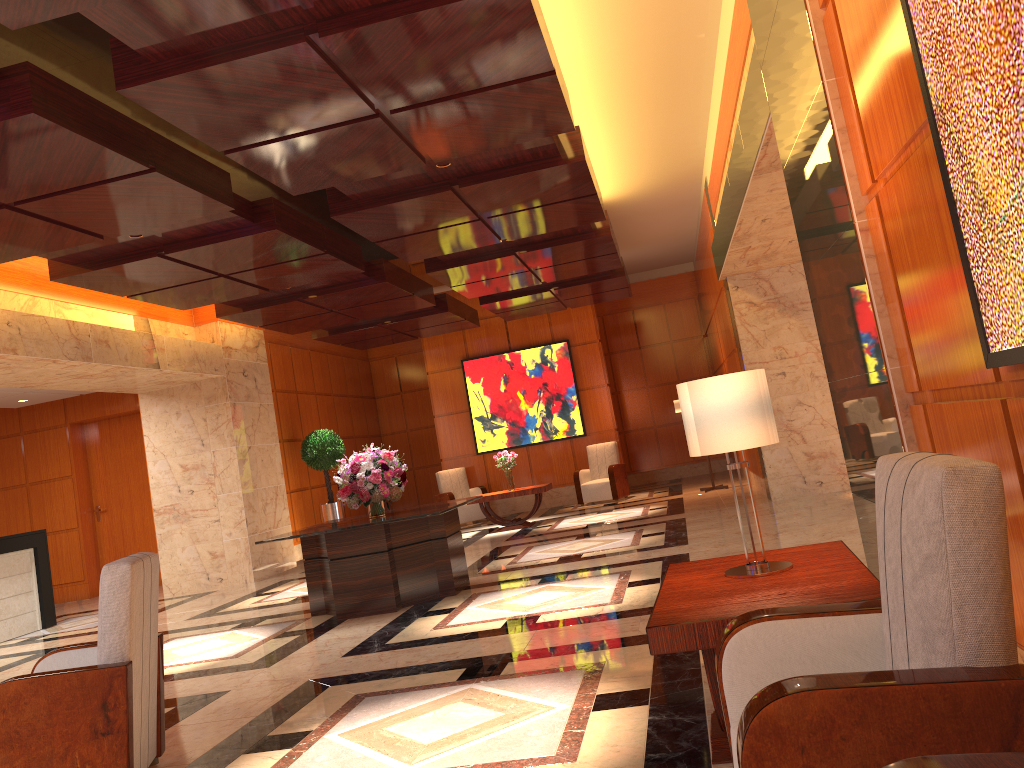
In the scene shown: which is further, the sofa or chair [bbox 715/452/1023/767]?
chair [bbox 715/452/1023/767]

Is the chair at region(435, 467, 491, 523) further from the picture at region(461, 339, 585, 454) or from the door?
the door

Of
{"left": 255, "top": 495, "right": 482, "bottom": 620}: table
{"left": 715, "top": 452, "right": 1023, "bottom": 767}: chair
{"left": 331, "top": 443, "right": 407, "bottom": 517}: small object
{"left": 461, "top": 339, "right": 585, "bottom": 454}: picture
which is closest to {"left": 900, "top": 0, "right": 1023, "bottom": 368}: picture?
{"left": 715, "top": 452, "right": 1023, "bottom": 767}: chair

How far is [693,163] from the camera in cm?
1077

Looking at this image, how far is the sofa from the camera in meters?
1.3

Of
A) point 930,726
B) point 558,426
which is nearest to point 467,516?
point 558,426

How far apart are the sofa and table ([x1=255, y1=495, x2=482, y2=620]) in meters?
5.9

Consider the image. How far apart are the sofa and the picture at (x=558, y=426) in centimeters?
1430cm

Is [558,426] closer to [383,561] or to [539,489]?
[539,489]

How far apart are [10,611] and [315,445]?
4.8 meters
